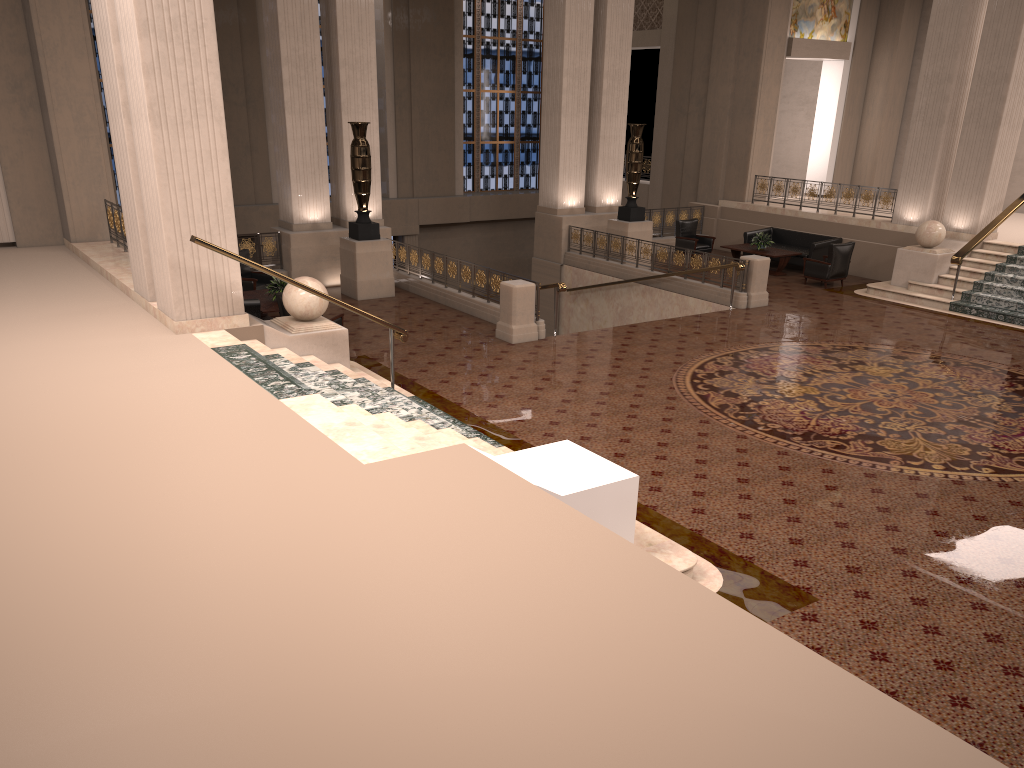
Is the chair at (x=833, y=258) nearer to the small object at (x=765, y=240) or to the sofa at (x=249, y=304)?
the small object at (x=765, y=240)

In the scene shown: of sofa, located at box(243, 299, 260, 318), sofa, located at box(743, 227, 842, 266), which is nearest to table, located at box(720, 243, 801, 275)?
sofa, located at box(743, 227, 842, 266)

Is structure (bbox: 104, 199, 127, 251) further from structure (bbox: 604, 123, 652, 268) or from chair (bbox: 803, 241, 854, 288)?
chair (bbox: 803, 241, 854, 288)

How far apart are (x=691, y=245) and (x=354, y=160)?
8.2 meters

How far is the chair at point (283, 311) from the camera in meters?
11.5 m

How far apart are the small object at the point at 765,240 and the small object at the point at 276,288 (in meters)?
10.21

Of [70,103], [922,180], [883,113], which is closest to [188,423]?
[70,103]

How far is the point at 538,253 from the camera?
19.70m

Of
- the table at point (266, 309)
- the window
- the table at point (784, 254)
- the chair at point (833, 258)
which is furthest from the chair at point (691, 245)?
the table at point (266, 309)

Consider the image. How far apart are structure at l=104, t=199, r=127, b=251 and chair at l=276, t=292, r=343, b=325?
3.1 meters
